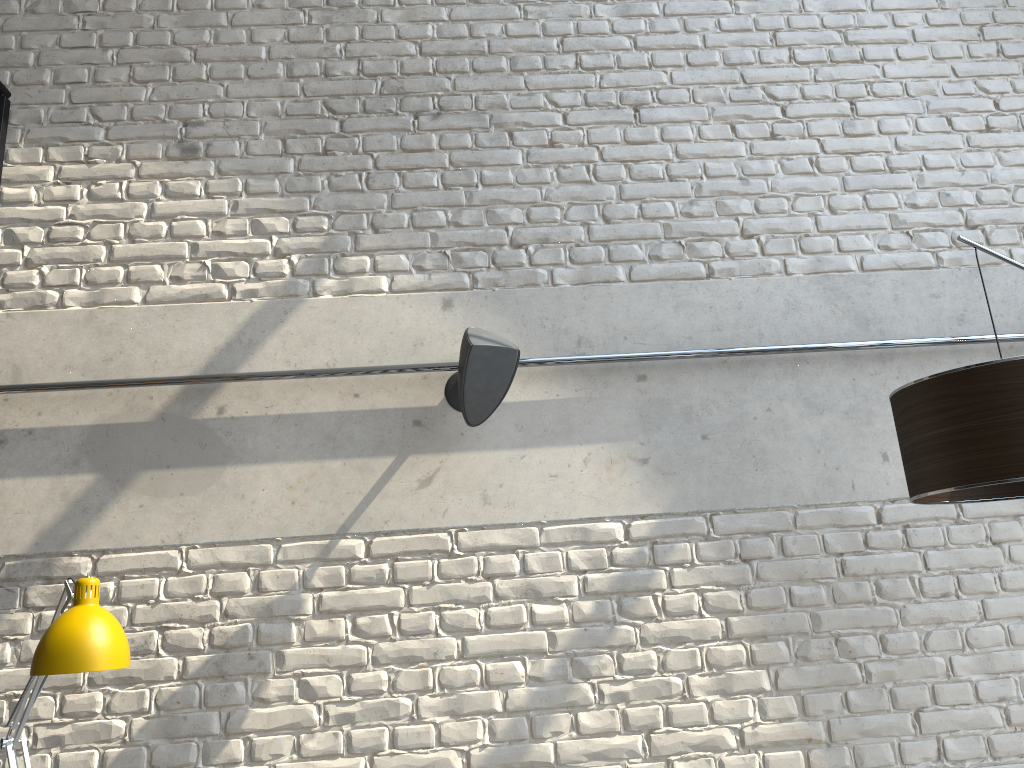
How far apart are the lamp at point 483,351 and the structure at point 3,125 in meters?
1.7

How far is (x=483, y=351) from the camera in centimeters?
259cm

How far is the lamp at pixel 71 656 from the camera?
1.9 meters

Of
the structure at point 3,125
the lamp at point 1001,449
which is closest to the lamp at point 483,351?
the lamp at point 1001,449

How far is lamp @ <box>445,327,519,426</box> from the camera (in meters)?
2.59

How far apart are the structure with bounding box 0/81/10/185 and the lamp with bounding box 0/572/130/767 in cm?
173

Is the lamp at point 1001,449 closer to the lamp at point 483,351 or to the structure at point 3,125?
the lamp at point 483,351

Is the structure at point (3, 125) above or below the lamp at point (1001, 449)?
above

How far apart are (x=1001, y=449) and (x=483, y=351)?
1.35m

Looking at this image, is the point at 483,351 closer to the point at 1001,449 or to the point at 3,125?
the point at 1001,449
